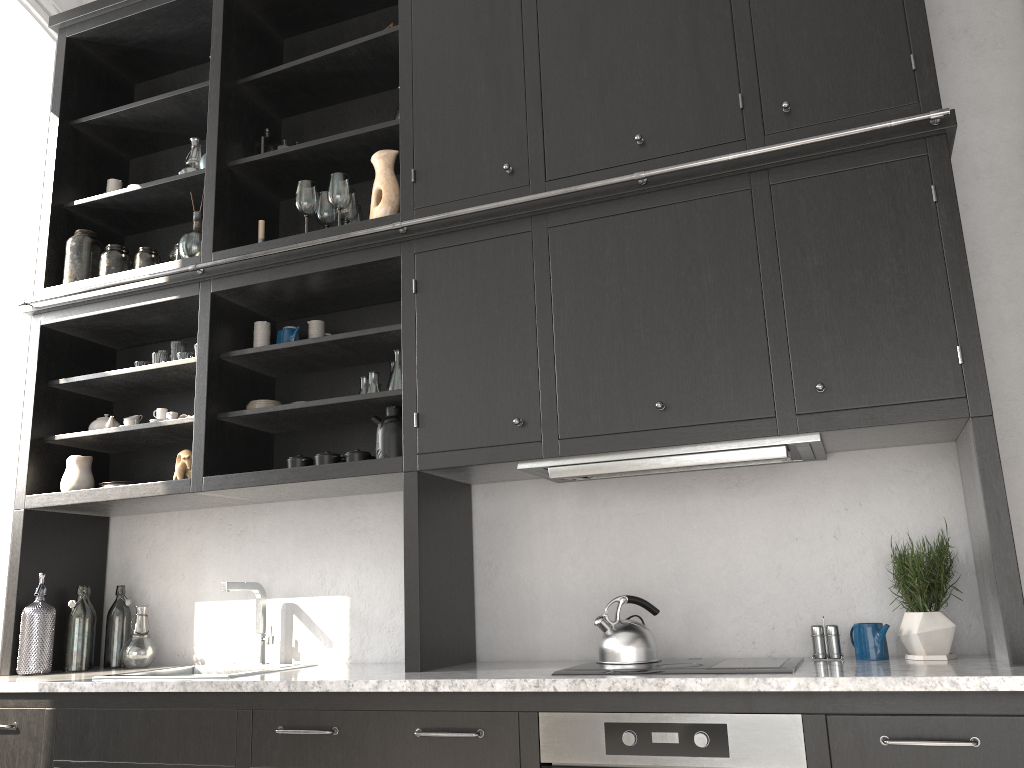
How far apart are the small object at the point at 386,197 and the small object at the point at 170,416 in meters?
1.1

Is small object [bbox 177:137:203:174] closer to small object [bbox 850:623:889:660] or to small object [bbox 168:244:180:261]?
small object [bbox 168:244:180:261]

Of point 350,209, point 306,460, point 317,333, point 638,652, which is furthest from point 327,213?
point 638,652

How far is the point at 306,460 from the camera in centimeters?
291cm

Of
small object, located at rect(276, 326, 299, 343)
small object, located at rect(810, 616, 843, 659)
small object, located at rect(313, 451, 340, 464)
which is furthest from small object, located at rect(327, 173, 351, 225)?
small object, located at rect(810, 616, 843, 659)

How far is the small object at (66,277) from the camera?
3.42m

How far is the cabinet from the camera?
2.2m

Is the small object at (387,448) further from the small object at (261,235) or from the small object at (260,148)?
the small object at (260,148)

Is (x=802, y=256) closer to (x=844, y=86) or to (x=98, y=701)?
(x=844, y=86)

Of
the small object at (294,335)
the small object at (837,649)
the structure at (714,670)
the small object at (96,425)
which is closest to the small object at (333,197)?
the small object at (294,335)
